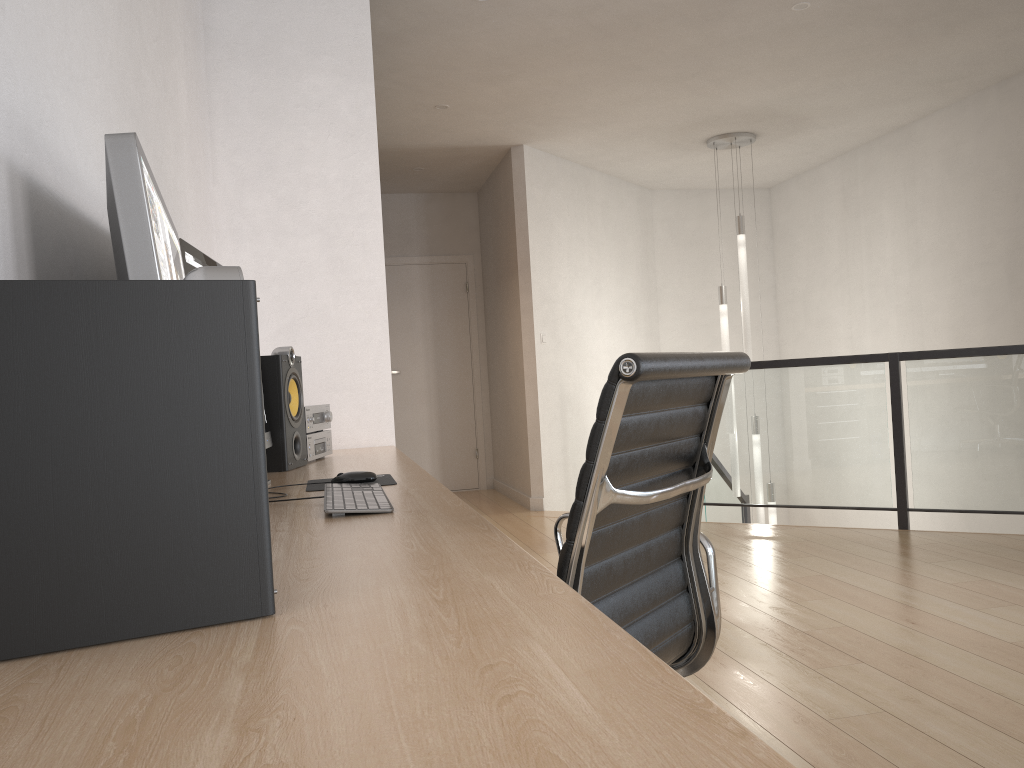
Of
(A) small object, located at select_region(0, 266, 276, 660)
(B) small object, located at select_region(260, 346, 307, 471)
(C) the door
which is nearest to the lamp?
(C) the door

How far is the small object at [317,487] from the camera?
1.99m

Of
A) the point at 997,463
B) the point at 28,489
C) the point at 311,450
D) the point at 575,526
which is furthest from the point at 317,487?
the point at 997,463

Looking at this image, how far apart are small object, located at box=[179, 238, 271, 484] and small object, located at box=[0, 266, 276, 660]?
0.91m

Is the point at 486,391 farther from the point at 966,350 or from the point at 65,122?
the point at 65,122

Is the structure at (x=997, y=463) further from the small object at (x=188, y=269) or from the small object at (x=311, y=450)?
the small object at (x=188, y=269)

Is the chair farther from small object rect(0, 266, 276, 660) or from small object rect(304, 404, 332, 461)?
small object rect(304, 404, 332, 461)

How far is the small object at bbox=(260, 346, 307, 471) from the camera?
2.5m

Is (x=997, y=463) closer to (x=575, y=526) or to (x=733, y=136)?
(x=733, y=136)

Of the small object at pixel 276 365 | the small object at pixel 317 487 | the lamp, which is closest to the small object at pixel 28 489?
the small object at pixel 317 487
